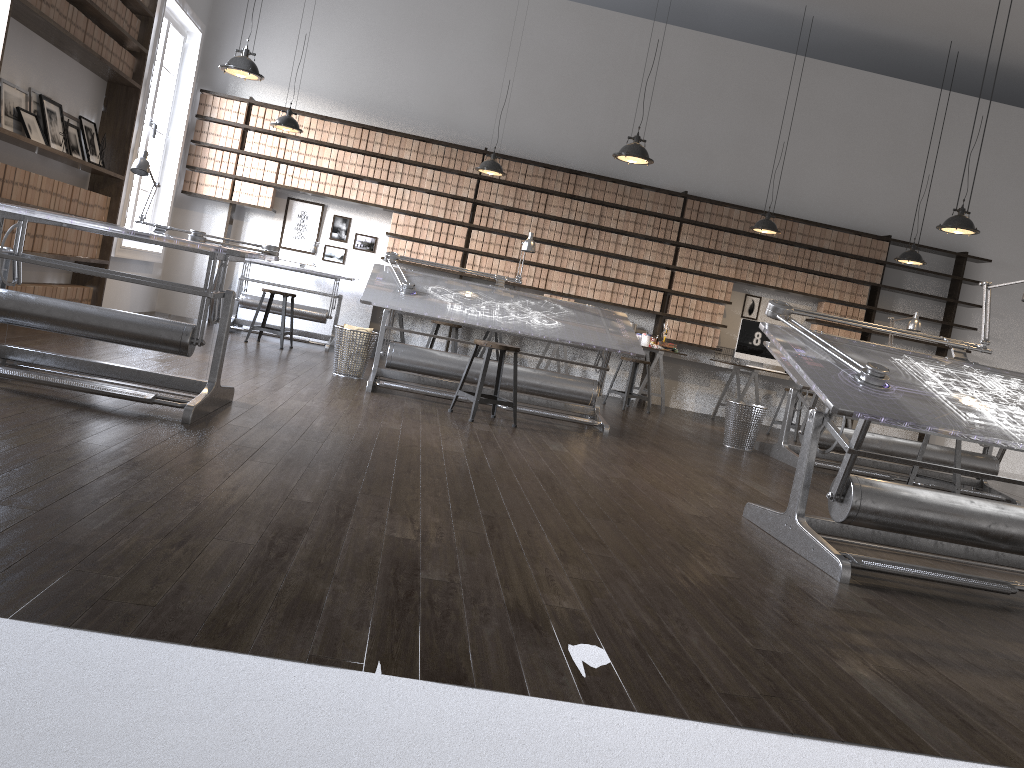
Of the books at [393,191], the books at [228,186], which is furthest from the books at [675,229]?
the books at [228,186]

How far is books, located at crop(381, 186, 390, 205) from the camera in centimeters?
958cm

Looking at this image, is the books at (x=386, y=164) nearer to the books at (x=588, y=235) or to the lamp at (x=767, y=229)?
the books at (x=588, y=235)

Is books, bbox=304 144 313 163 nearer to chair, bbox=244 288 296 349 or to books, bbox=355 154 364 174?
books, bbox=355 154 364 174

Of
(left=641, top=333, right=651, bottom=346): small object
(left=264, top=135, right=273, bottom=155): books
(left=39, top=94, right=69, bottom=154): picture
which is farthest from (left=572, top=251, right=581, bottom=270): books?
(left=39, top=94, right=69, bottom=154): picture

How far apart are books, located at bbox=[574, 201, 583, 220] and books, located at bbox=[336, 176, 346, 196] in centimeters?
259cm

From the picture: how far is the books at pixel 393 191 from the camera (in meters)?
9.58

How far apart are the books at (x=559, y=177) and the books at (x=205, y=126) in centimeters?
379cm

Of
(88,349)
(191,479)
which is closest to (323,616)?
(191,479)

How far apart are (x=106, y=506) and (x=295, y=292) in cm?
763
